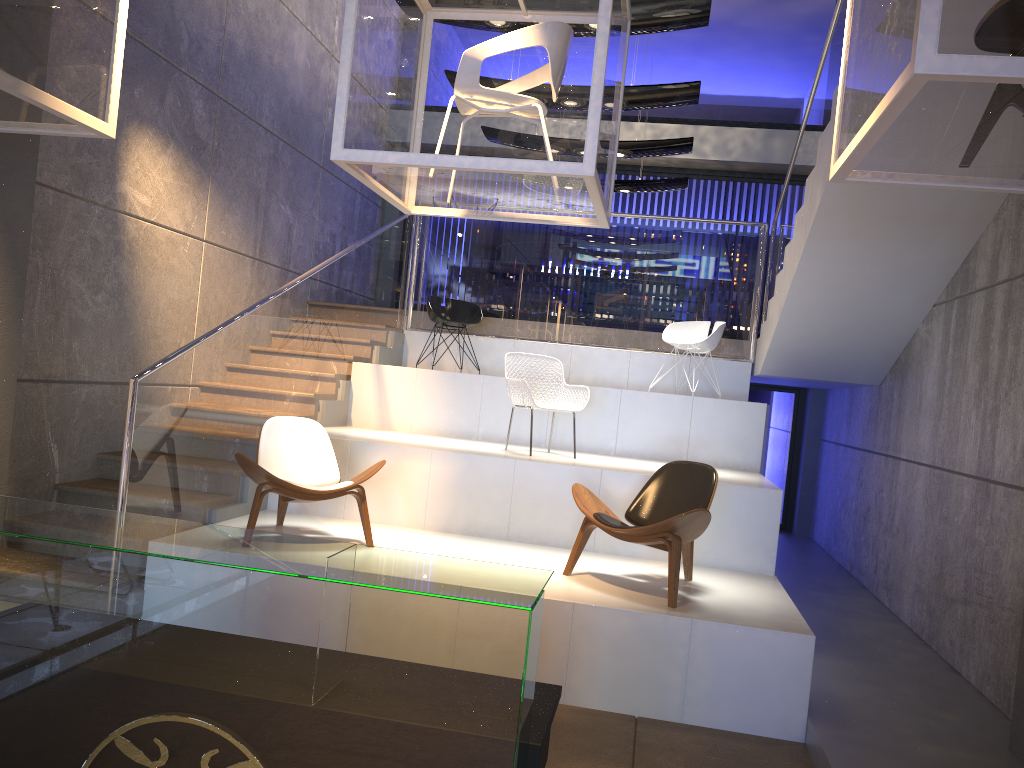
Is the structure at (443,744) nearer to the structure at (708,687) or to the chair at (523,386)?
the structure at (708,687)

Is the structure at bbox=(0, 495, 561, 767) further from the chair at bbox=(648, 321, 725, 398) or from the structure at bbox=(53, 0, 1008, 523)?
the chair at bbox=(648, 321, 725, 398)

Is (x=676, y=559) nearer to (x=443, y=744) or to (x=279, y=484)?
(x=279, y=484)

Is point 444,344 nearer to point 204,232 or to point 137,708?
point 204,232

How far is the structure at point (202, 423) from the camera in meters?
5.6

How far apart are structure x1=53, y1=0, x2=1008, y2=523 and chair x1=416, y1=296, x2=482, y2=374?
0.43m

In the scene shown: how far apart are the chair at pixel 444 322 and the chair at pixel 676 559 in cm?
355

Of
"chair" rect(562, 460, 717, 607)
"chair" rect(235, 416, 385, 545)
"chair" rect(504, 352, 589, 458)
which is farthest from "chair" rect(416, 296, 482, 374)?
"chair" rect(562, 460, 717, 607)

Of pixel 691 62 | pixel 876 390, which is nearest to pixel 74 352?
pixel 876 390

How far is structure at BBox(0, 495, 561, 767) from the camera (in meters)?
1.83
